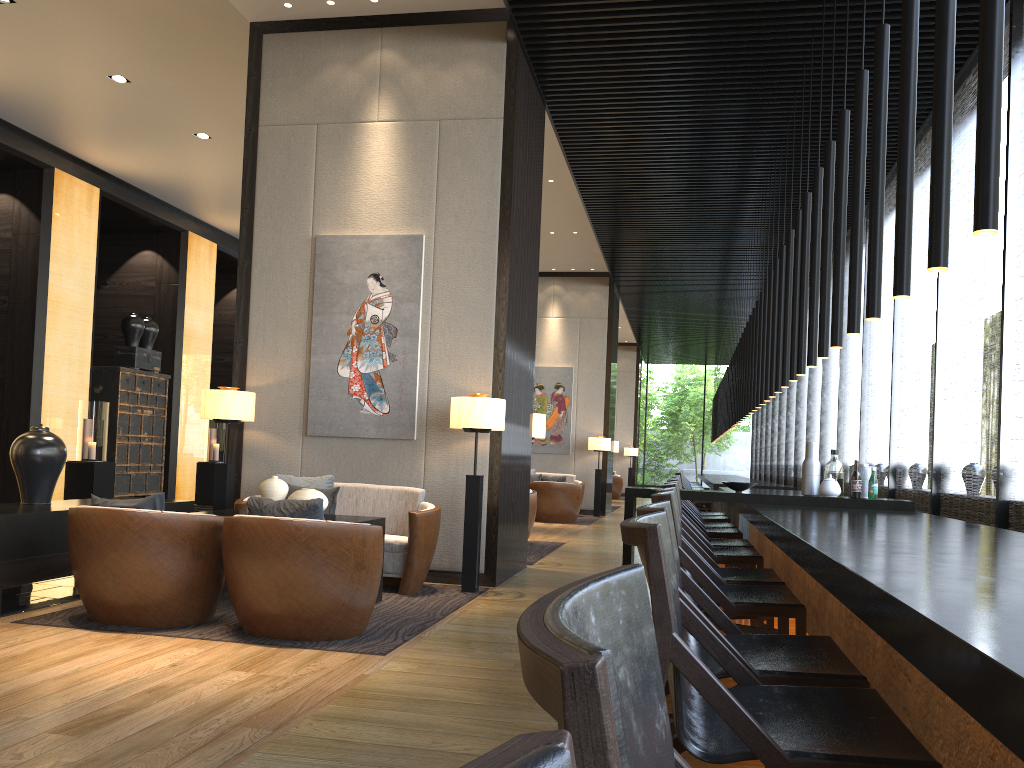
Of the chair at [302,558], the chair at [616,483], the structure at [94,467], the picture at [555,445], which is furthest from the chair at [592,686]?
the chair at [616,483]

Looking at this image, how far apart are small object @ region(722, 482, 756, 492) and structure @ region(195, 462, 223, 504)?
9.82m

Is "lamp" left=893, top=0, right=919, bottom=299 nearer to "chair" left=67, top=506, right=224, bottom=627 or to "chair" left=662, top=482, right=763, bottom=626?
"chair" left=662, top=482, right=763, bottom=626

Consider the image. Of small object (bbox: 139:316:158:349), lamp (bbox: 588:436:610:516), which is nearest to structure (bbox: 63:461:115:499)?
small object (bbox: 139:316:158:349)

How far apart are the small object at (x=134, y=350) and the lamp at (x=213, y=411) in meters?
6.6 m

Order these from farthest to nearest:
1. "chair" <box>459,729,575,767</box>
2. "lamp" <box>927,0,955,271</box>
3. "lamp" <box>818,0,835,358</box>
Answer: "lamp" <box>818,0,835,358</box> < "lamp" <box>927,0,955,271</box> < "chair" <box>459,729,575,767</box>

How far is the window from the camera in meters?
5.5 m

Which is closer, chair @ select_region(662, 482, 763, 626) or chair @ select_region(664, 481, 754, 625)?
chair @ select_region(662, 482, 763, 626)

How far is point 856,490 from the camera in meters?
5.5 m

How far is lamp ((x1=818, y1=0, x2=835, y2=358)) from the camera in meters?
5.1 m
